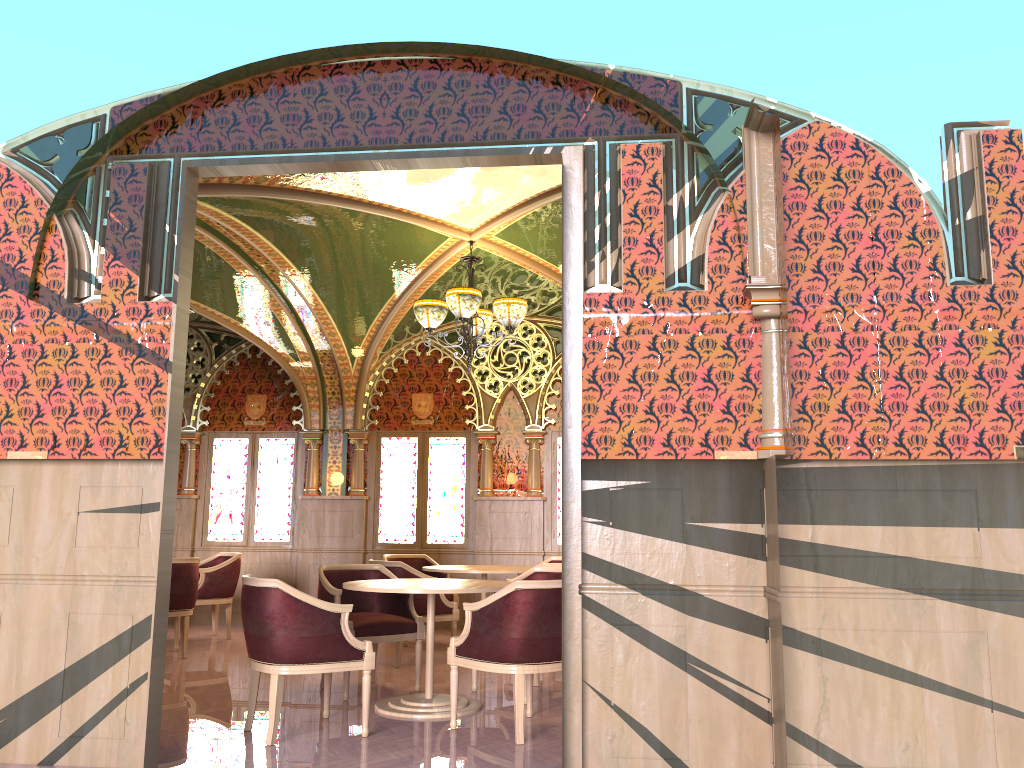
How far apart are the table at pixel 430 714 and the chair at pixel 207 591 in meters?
3.7

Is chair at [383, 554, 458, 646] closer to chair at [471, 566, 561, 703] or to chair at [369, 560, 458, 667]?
chair at [369, 560, 458, 667]

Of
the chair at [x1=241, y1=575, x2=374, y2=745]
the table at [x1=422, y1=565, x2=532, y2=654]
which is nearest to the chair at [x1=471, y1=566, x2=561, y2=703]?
the table at [x1=422, y1=565, x2=532, y2=654]

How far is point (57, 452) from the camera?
4.4m

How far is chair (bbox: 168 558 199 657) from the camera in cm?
760

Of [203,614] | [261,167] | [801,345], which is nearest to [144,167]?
[261,167]

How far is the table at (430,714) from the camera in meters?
5.4 m

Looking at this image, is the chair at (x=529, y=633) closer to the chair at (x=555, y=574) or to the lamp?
the chair at (x=555, y=574)

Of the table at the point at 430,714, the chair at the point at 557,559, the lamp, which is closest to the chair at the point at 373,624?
the table at the point at 430,714

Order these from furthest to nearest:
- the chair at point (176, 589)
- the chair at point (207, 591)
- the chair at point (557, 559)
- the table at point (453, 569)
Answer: the chair at point (557, 559), the chair at point (207, 591), the table at point (453, 569), the chair at point (176, 589)
